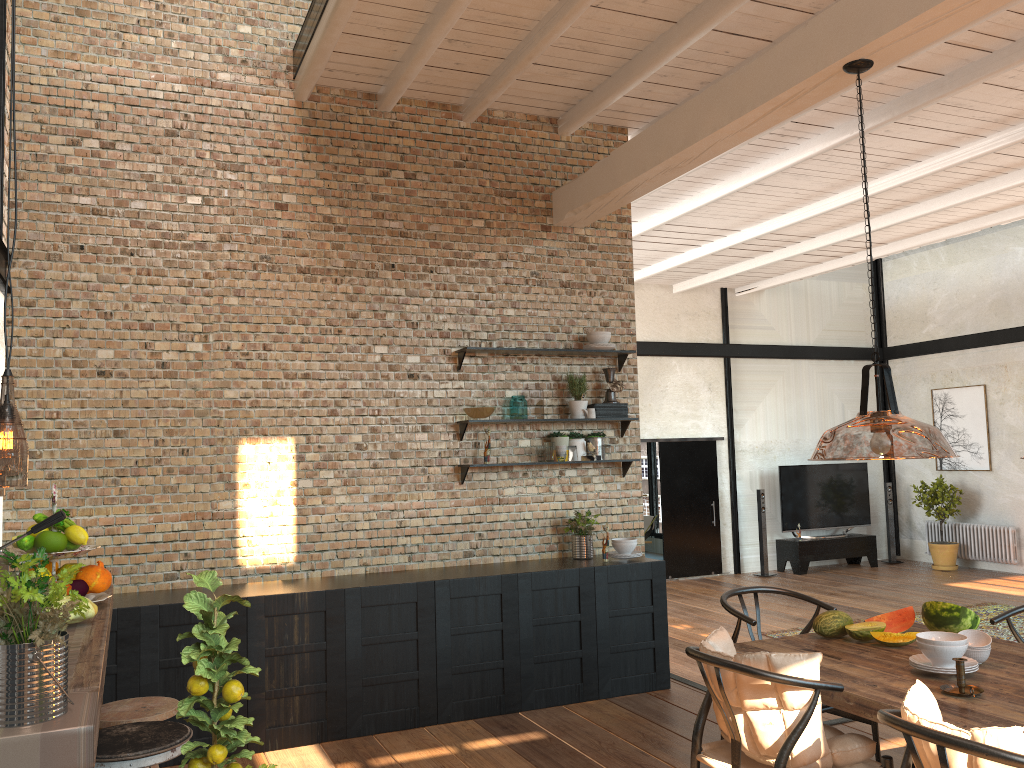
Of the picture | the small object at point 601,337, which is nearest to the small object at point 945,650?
the small object at point 601,337

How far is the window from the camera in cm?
1651

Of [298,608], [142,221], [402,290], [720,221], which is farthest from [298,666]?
[720,221]

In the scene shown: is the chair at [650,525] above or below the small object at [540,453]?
below

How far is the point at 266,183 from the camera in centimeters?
573cm

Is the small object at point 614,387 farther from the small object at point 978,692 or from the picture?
the picture

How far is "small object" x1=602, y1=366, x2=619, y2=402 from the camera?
6.4m

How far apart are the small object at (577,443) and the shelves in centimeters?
40cm

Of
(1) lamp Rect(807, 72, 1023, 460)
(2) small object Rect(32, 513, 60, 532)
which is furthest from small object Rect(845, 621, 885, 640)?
(2) small object Rect(32, 513, 60, 532)

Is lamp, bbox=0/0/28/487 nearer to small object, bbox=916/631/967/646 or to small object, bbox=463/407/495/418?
small object, bbox=463/407/495/418
